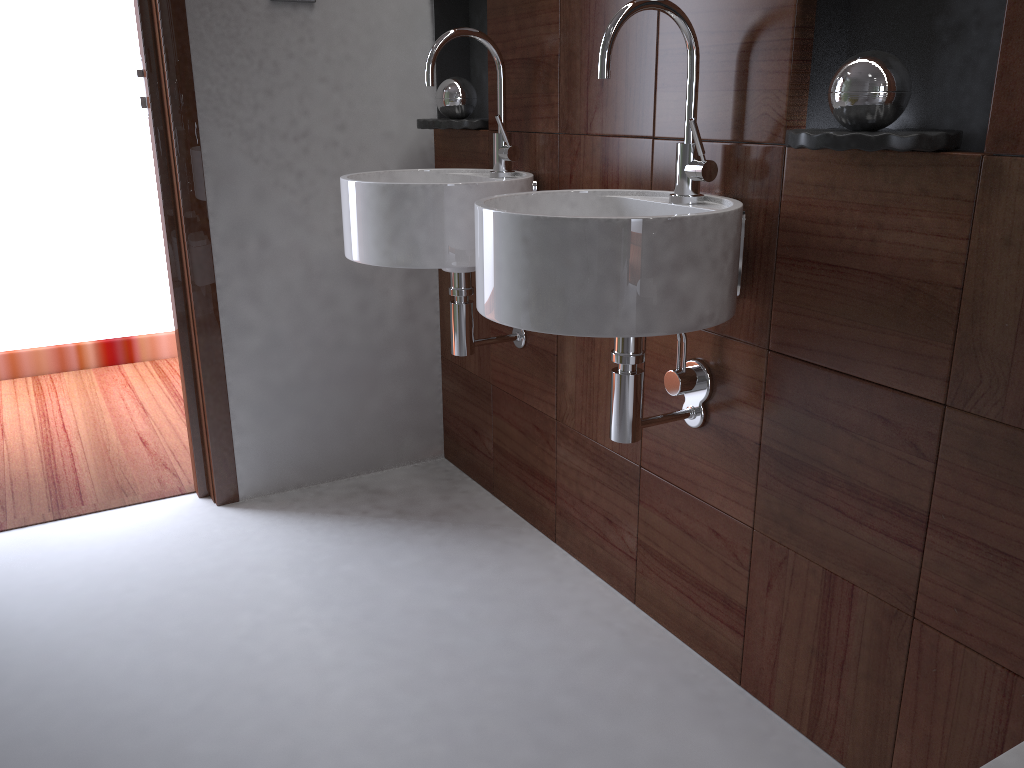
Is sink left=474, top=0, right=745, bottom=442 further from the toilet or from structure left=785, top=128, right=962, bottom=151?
the toilet

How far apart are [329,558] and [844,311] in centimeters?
132cm

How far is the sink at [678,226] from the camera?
1.2m

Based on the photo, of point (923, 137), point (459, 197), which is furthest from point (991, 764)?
point (459, 197)

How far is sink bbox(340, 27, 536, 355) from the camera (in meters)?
1.73

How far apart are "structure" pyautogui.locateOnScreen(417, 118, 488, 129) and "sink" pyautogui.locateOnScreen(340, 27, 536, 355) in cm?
12

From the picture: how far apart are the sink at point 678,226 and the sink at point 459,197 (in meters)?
0.23

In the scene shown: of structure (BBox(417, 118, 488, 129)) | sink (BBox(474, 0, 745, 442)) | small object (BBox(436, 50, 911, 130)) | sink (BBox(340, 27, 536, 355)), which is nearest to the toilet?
sink (BBox(474, 0, 745, 442))

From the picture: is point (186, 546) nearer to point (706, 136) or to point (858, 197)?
point (706, 136)

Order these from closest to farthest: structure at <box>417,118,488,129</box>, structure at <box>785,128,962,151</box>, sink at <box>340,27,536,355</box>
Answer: structure at <box>785,128,962,151</box> → sink at <box>340,27,536,355</box> → structure at <box>417,118,488,129</box>
